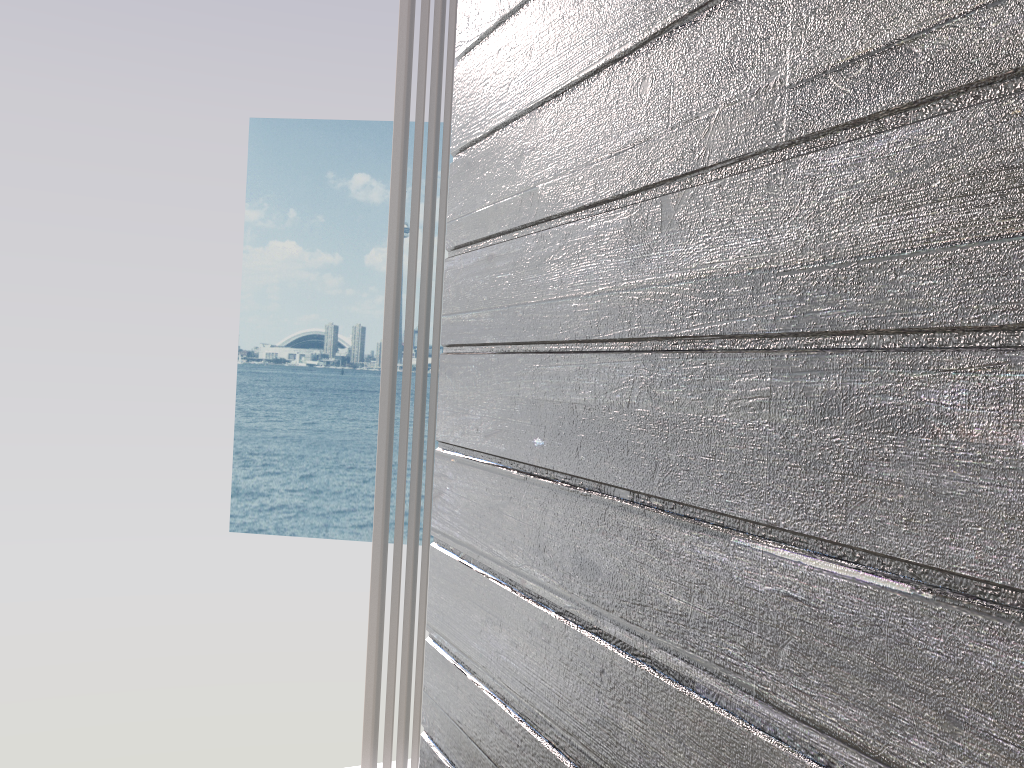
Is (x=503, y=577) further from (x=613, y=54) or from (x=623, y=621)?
(x=613, y=54)

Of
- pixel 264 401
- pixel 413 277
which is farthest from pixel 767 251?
pixel 264 401

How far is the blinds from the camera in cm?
161

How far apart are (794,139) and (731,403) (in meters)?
0.18

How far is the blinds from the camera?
1.61m

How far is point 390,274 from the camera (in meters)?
1.61

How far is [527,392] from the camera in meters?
0.9

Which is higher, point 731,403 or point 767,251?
point 767,251
